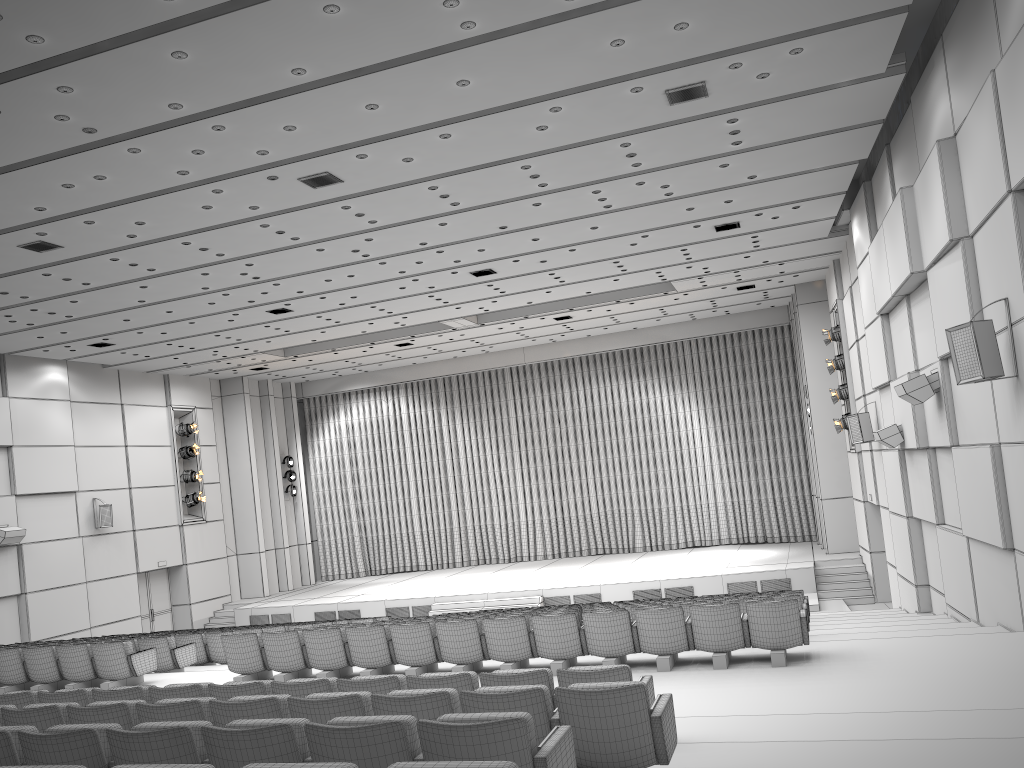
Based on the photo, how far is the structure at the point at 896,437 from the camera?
13.4 meters

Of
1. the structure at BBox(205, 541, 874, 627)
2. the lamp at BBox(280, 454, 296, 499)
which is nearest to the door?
the structure at BBox(205, 541, 874, 627)

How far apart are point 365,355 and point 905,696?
19.8m

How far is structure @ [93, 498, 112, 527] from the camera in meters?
21.2

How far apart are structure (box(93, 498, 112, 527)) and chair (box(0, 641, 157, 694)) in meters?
9.9 m

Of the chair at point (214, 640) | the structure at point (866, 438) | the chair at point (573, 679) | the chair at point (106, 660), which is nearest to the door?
the chair at point (214, 640)

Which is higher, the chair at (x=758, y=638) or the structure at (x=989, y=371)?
the structure at (x=989, y=371)

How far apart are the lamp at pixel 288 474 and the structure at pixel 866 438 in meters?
17.5 m

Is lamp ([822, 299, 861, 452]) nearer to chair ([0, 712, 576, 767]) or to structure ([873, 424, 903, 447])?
structure ([873, 424, 903, 447])

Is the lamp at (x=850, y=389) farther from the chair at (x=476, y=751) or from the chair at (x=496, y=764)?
the chair at (x=496, y=764)
